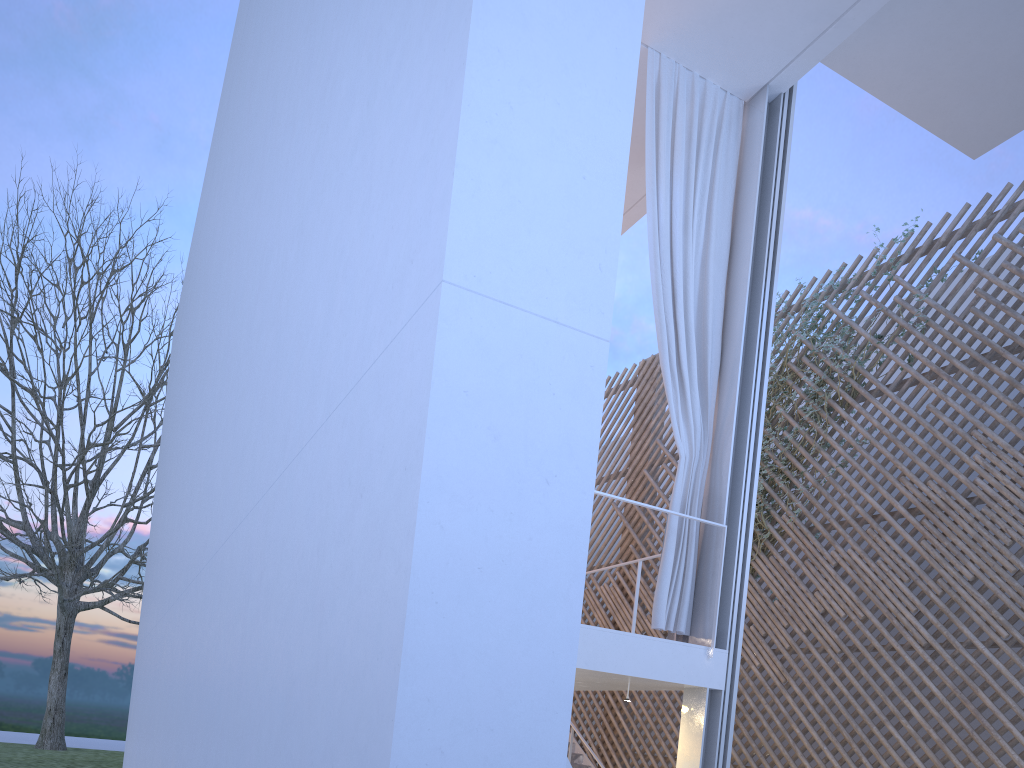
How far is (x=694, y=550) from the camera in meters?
3.4 m

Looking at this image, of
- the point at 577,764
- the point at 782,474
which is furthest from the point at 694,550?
the point at 577,764

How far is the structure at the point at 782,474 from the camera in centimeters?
552cm

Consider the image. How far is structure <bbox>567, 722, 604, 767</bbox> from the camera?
6.14m

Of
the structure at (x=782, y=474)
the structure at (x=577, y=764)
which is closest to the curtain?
the structure at (x=782, y=474)

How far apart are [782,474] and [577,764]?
2.5m

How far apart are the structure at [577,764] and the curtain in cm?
266

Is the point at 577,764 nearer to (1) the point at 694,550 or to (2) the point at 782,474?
(2) the point at 782,474

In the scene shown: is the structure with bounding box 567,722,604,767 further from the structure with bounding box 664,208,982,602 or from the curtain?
the curtain

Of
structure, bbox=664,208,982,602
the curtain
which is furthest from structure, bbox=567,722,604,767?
the curtain
